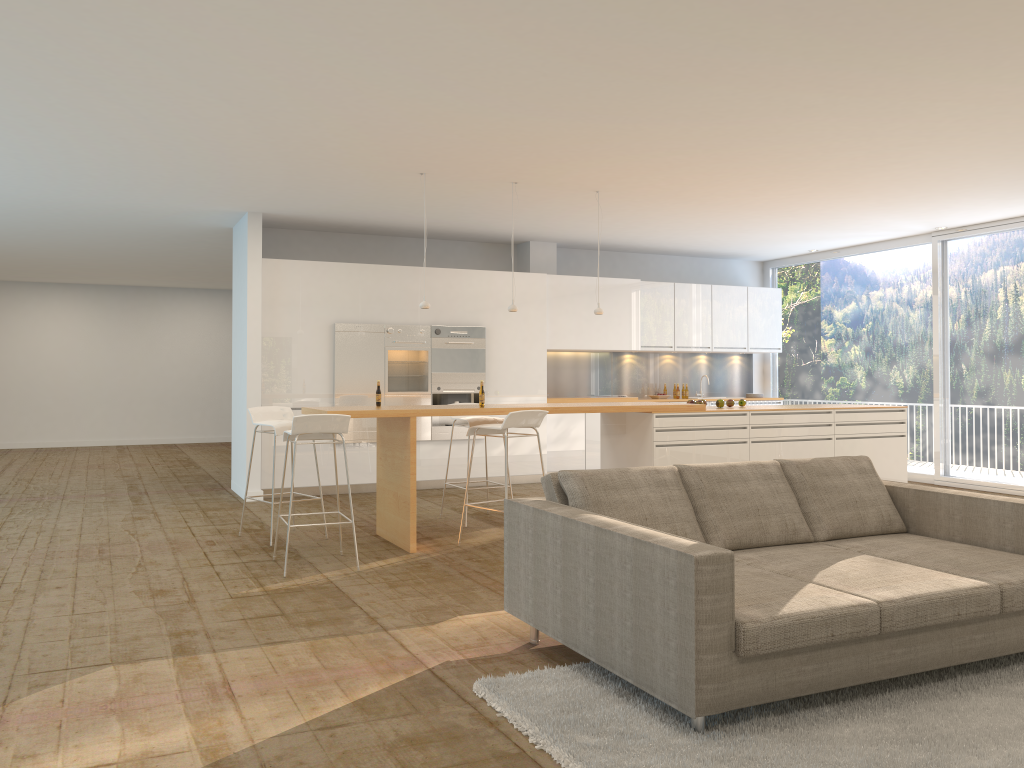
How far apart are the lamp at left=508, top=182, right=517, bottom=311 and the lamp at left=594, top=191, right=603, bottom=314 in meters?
0.8 m

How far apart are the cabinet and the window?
0.36m

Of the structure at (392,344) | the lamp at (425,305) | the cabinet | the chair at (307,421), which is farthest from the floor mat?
the structure at (392,344)

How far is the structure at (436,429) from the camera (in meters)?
10.12

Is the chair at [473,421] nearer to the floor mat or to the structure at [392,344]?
the structure at [392,344]

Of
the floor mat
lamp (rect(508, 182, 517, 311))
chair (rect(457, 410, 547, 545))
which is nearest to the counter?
chair (rect(457, 410, 547, 545))

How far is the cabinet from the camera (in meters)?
9.48

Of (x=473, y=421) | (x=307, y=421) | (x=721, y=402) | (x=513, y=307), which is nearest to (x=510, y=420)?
(x=473, y=421)

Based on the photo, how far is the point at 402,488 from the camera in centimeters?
666cm

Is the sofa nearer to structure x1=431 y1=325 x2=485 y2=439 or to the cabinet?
the cabinet
